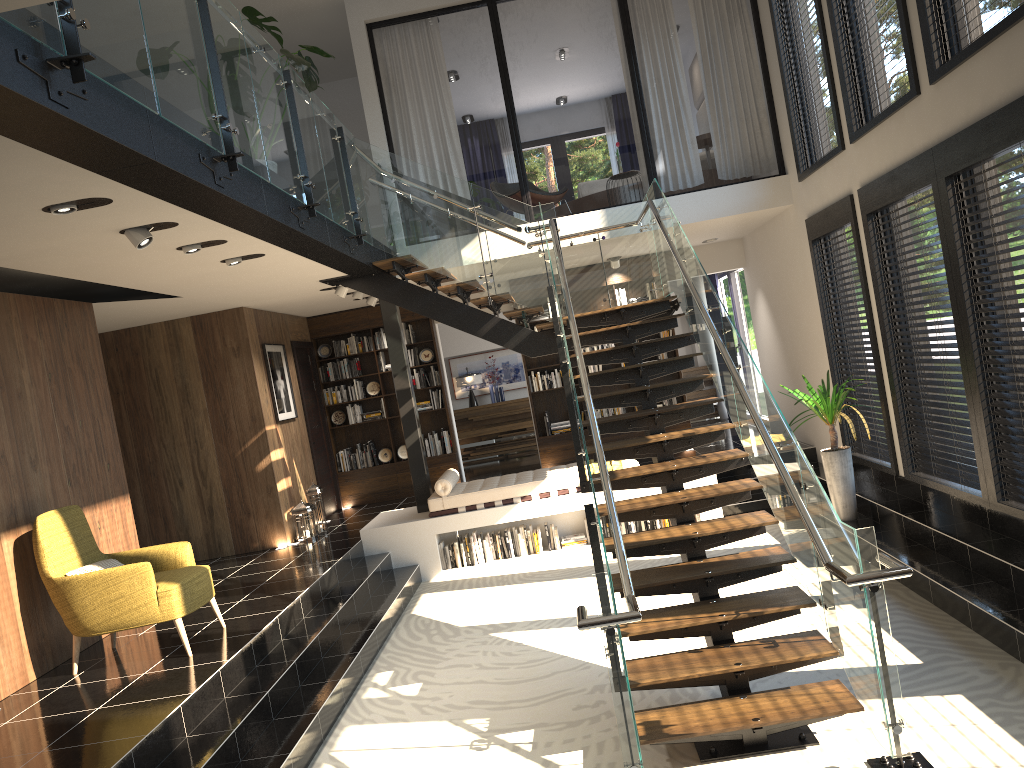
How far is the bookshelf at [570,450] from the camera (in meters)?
12.08

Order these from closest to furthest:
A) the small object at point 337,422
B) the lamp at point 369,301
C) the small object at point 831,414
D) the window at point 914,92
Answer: the window at point 914,92
the small object at point 831,414
the lamp at point 369,301
the small object at point 337,422

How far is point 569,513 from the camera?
9.60m

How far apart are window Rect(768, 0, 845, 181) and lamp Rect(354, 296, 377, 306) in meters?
5.2

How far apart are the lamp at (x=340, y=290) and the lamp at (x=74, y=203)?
5.00m

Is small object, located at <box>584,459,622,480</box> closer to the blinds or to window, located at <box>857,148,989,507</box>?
window, located at <box>857,148,989,507</box>

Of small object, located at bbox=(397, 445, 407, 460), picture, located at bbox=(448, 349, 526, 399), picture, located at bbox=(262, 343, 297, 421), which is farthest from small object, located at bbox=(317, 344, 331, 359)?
picture, located at bbox=(448, 349, 526, 399)

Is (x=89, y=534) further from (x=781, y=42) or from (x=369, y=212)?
(x=781, y=42)

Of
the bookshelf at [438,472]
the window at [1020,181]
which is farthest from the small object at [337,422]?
the window at [1020,181]

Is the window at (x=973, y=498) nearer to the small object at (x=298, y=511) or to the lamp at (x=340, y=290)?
the lamp at (x=340, y=290)
